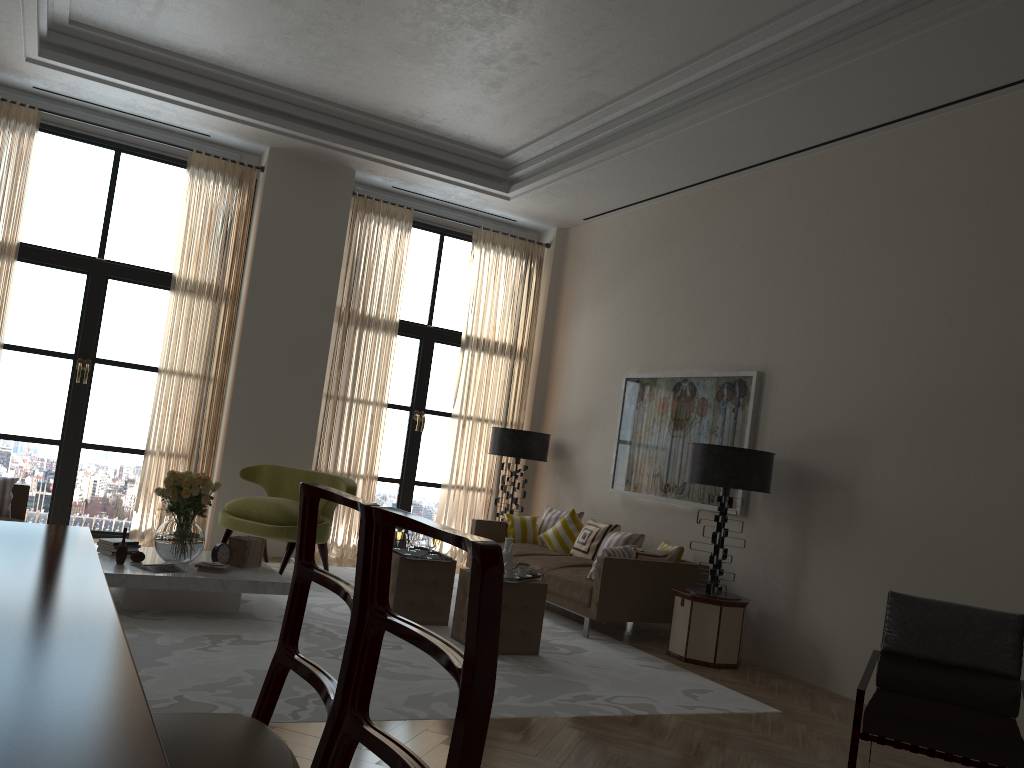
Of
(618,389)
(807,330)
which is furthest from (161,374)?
(807,330)

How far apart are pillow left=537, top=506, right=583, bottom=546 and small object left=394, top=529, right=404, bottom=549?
3.1 meters

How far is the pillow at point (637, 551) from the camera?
8.9 meters

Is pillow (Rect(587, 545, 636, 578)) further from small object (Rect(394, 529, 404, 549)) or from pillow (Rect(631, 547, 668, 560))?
small object (Rect(394, 529, 404, 549))

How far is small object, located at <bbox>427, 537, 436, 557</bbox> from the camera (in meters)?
8.14

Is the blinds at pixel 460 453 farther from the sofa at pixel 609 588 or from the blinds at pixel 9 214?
the blinds at pixel 9 214

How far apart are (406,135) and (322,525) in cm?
497

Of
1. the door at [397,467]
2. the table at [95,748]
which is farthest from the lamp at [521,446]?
the table at [95,748]

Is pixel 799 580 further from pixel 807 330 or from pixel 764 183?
pixel 764 183

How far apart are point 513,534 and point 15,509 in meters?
5.5 m
